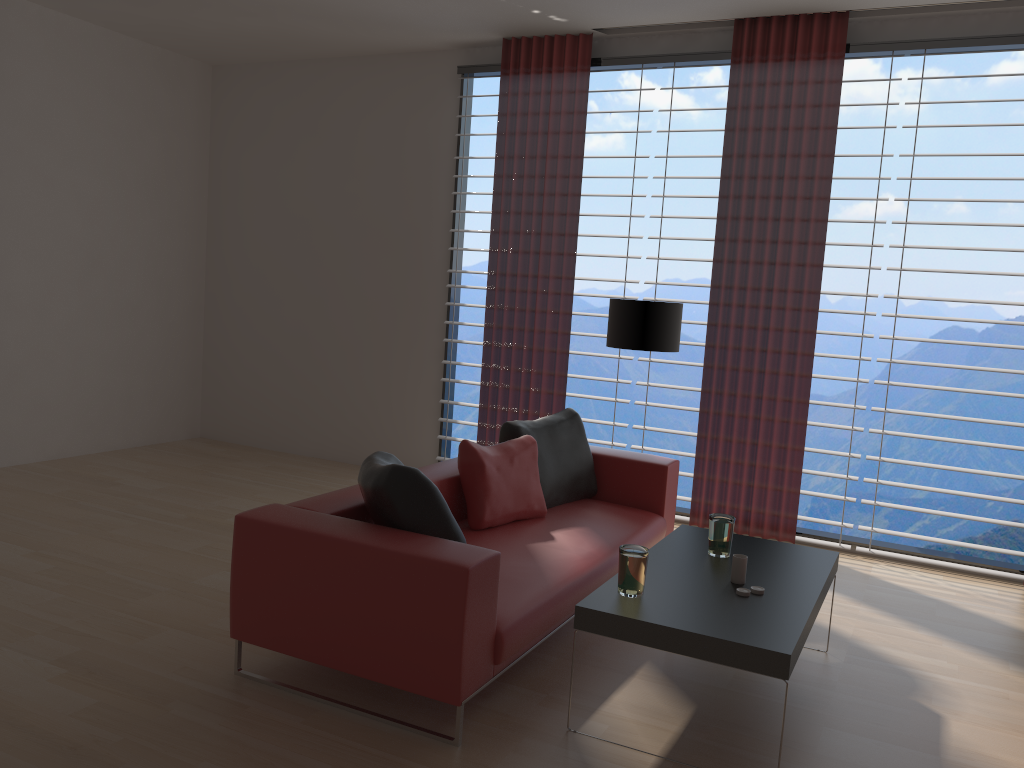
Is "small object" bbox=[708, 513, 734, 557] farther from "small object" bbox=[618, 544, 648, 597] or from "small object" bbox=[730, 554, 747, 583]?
"small object" bbox=[618, 544, 648, 597]

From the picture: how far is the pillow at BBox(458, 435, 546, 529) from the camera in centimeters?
537cm

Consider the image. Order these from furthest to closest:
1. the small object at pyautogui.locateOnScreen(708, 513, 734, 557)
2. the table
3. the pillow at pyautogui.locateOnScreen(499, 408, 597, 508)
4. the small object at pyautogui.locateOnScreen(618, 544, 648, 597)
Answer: A: the pillow at pyautogui.locateOnScreen(499, 408, 597, 508)
the small object at pyautogui.locateOnScreen(708, 513, 734, 557)
the small object at pyautogui.locateOnScreen(618, 544, 648, 597)
the table

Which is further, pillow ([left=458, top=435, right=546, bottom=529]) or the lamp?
the lamp

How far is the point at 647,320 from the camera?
6.7m

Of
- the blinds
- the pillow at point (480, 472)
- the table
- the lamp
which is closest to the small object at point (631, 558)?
the table

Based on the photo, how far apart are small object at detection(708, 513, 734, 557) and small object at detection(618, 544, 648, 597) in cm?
81

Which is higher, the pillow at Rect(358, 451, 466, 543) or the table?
the pillow at Rect(358, 451, 466, 543)

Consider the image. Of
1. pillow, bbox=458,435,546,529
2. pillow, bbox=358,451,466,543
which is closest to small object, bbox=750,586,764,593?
pillow, bbox=358,451,466,543

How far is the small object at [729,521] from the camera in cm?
474
